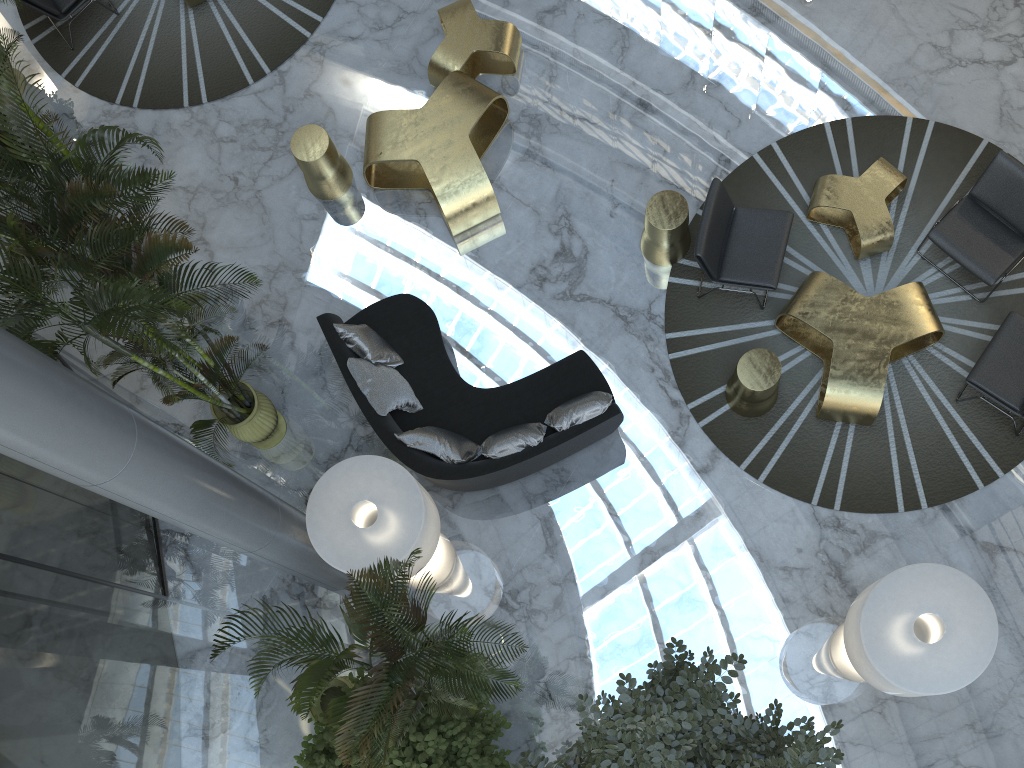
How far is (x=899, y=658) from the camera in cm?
500

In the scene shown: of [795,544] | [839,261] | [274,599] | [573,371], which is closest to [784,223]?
[839,261]

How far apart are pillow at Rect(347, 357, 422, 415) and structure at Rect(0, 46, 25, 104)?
5.49m

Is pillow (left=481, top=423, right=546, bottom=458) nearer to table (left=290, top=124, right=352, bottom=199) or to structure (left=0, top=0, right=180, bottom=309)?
table (left=290, top=124, right=352, bottom=199)

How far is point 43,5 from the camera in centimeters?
894cm

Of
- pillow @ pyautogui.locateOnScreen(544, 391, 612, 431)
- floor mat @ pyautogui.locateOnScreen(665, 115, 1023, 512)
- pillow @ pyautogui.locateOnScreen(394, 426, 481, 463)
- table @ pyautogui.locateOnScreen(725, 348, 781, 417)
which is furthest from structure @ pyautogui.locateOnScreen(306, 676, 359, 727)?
table @ pyautogui.locateOnScreen(725, 348, 781, 417)

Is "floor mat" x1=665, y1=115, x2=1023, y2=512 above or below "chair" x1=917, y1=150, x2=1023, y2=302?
below

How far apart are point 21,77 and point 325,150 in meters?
3.9 m

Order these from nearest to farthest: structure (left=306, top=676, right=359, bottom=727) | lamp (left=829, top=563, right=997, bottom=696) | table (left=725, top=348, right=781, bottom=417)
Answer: lamp (left=829, top=563, right=997, bottom=696) → structure (left=306, top=676, right=359, bottom=727) → table (left=725, top=348, right=781, bottom=417)

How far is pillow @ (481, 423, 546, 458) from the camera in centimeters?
682cm
